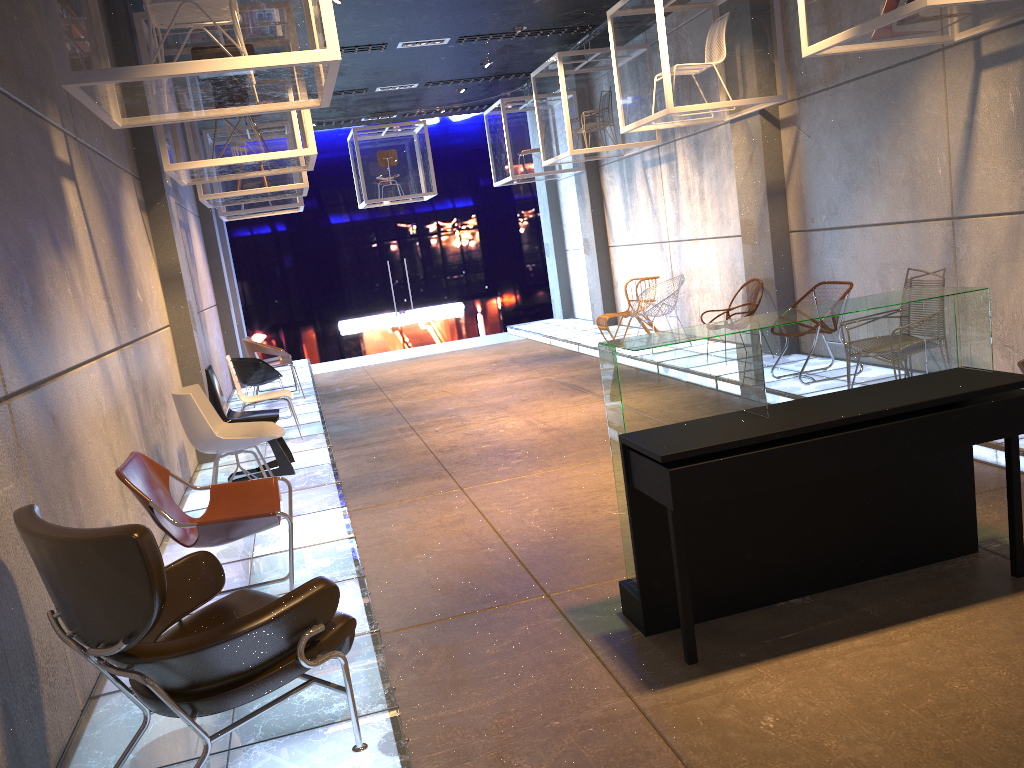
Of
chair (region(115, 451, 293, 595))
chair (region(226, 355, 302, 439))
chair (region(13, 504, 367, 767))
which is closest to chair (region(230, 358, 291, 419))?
chair (region(226, 355, 302, 439))

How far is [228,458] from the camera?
7.86m

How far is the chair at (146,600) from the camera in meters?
2.3 m

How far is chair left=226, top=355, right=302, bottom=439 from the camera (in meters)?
8.16

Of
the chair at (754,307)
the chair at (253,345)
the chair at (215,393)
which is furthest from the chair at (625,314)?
the chair at (215,393)

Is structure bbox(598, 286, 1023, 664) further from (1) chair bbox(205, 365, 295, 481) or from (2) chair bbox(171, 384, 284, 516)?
(1) chair bbox(205, 365, 295, 481)

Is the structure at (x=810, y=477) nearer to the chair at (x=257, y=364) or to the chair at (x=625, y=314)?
the chair at (x=257, y=364)

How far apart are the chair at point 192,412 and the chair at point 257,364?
3.5m

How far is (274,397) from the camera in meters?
8.2

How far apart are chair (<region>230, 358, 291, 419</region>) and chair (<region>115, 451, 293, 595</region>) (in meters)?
5.17
